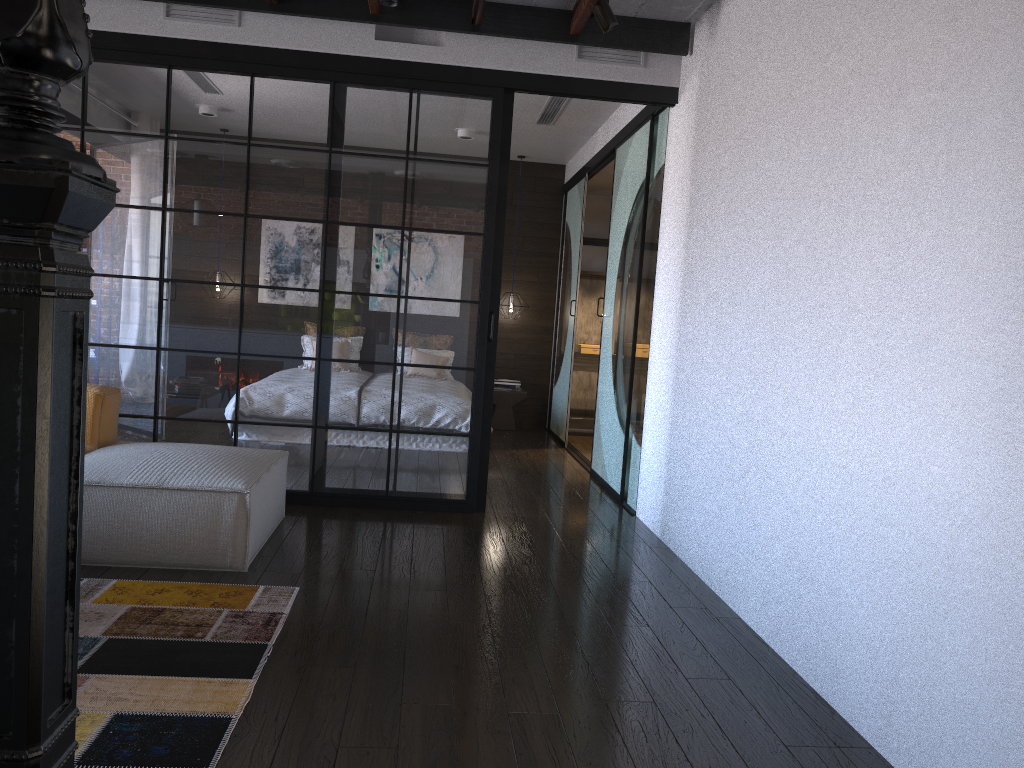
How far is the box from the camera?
8.79m

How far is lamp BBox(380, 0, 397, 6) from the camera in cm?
416

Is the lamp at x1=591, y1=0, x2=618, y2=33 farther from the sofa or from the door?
the sofa

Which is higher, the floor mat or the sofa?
the sofa

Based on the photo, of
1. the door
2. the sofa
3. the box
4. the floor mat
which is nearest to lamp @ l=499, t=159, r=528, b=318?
the door

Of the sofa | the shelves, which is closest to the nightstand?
the shelves

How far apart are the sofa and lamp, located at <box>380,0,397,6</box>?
2.23m

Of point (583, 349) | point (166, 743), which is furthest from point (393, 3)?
point (583, 349)

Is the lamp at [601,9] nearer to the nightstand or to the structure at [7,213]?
the structure at [7,213]

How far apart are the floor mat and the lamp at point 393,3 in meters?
2.7 m
